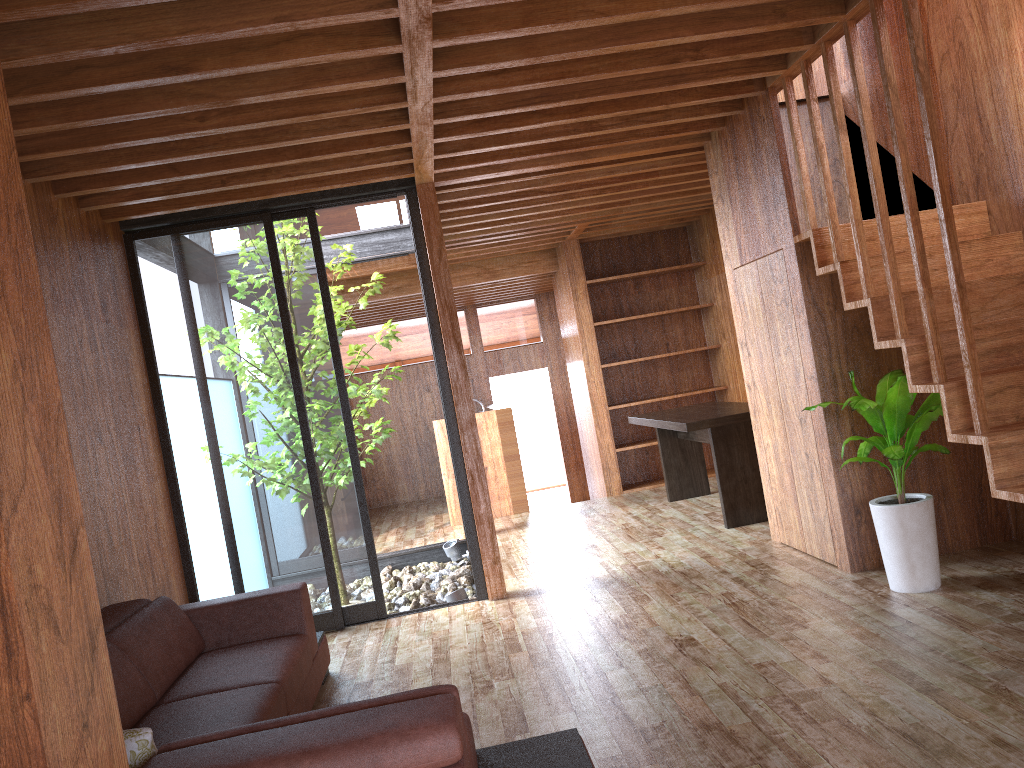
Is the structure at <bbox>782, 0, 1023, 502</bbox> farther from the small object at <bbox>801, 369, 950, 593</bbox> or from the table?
the table

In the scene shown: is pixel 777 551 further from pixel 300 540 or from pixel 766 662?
pixel 300 540

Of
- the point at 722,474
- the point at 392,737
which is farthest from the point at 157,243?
the point at 392,737

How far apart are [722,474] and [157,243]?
3.6 meters

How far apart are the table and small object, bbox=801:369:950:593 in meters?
1.5 m

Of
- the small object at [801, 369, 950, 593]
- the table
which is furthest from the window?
the small object at [801, 369, 950, 593]

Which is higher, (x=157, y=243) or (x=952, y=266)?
(x=157, y=243)

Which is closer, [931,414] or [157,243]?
[931,414]

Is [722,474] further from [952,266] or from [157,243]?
[157,243]

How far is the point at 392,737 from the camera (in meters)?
1.63
